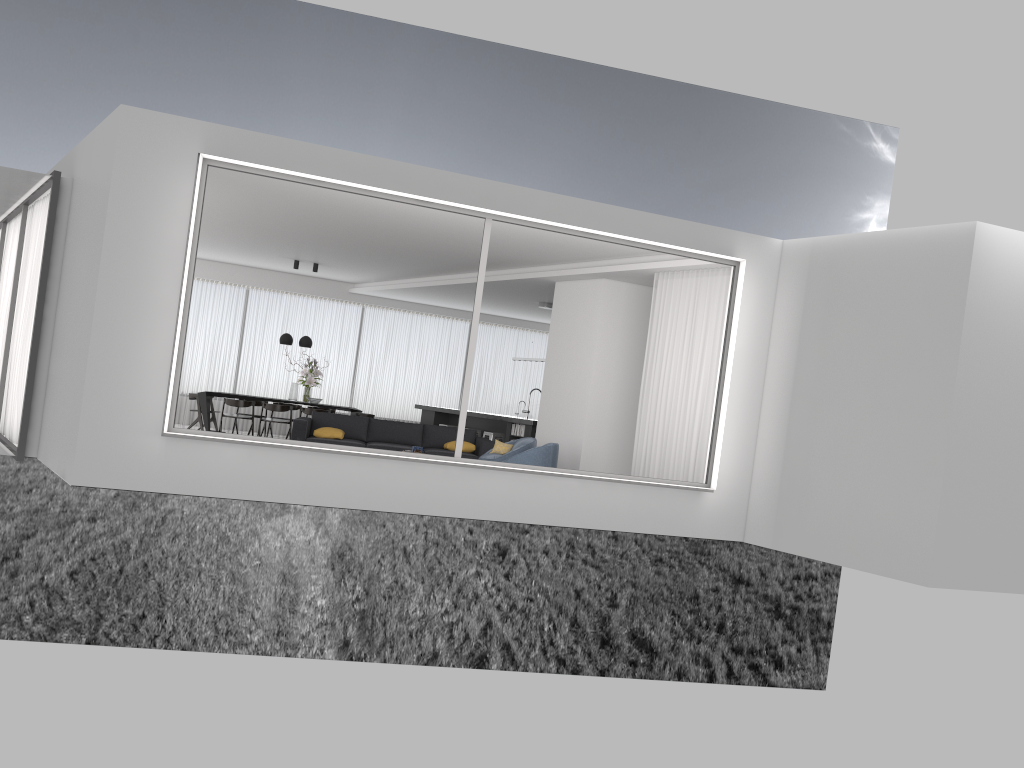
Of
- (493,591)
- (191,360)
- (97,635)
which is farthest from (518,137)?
(97,635)

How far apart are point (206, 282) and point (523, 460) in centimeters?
1012cm

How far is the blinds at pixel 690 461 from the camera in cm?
993

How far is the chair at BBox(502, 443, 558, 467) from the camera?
10.4 meters

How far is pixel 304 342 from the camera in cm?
1594

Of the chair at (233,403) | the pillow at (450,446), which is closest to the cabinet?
the pillow at (450,446)

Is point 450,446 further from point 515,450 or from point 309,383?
point 309,383

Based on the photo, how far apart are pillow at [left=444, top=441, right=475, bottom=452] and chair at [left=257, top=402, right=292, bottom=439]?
4.1m

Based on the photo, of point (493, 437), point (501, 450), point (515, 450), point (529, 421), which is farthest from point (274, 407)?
point (515, 450)

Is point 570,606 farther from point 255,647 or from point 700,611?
point 255,647
